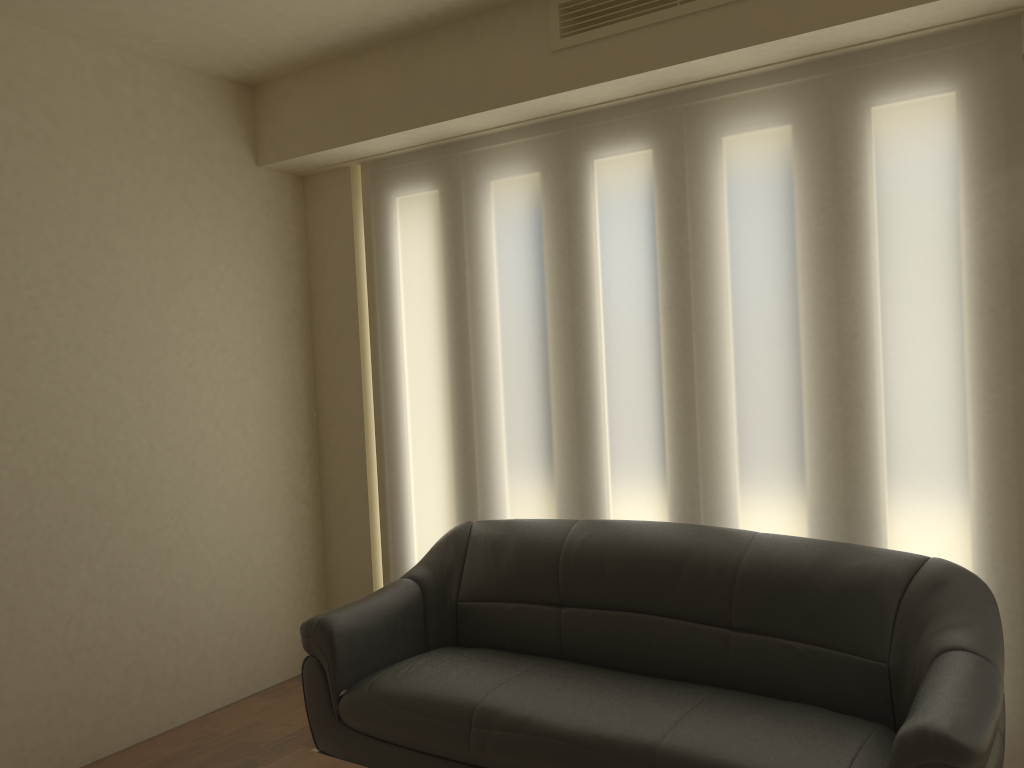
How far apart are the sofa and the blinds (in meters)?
0.20

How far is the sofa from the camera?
2.52m

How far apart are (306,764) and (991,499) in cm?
231

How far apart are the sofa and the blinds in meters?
0.2

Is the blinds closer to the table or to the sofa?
the sofa

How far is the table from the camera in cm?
246

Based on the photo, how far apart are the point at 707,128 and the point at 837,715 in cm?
213

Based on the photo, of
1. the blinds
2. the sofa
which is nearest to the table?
the sofa

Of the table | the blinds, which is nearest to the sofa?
the blinds

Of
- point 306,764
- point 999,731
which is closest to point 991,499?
point 999,731
